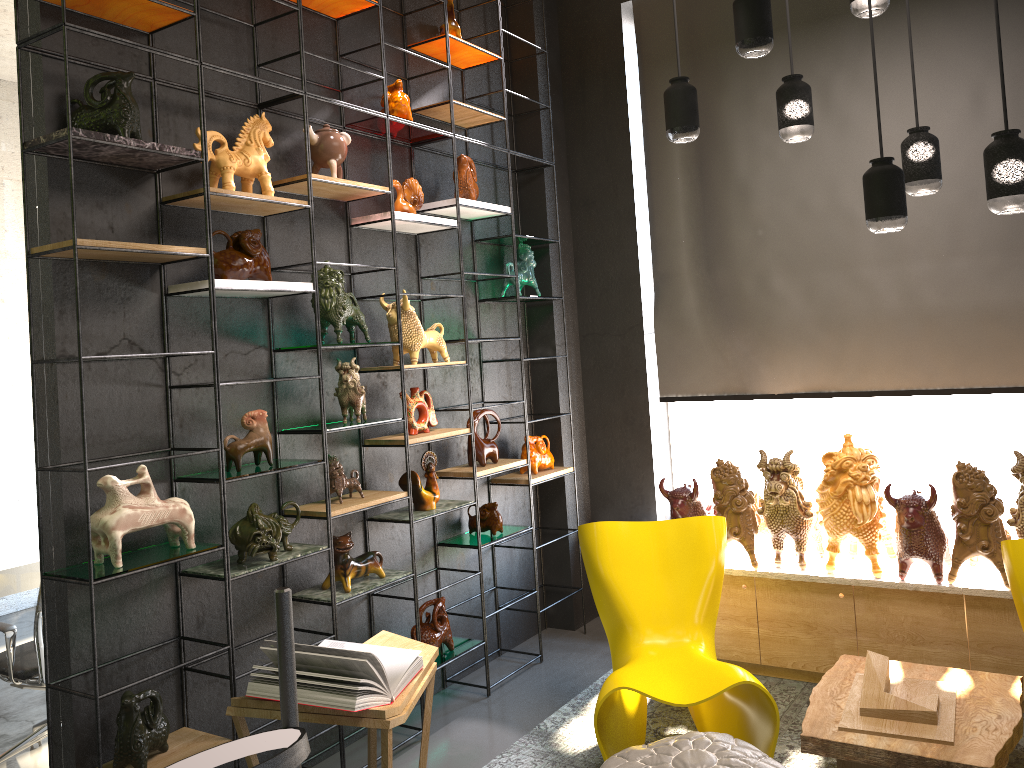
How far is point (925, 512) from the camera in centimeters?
386cm

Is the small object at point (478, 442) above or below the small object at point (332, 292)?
below

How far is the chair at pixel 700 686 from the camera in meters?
3.3

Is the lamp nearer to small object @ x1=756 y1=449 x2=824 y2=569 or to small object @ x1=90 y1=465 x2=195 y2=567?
small object @ x1=756 y1=449 x2=824 y2=569

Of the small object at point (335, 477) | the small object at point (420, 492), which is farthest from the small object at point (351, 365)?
the small object at point (420, 492)

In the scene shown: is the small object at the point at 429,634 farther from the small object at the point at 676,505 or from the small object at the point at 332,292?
the small object at the point at 332,292

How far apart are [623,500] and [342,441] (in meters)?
2.08

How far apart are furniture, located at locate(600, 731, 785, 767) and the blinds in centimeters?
228cm

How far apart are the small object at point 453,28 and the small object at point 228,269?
1.7 meters

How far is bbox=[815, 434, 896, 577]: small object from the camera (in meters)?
3.96
